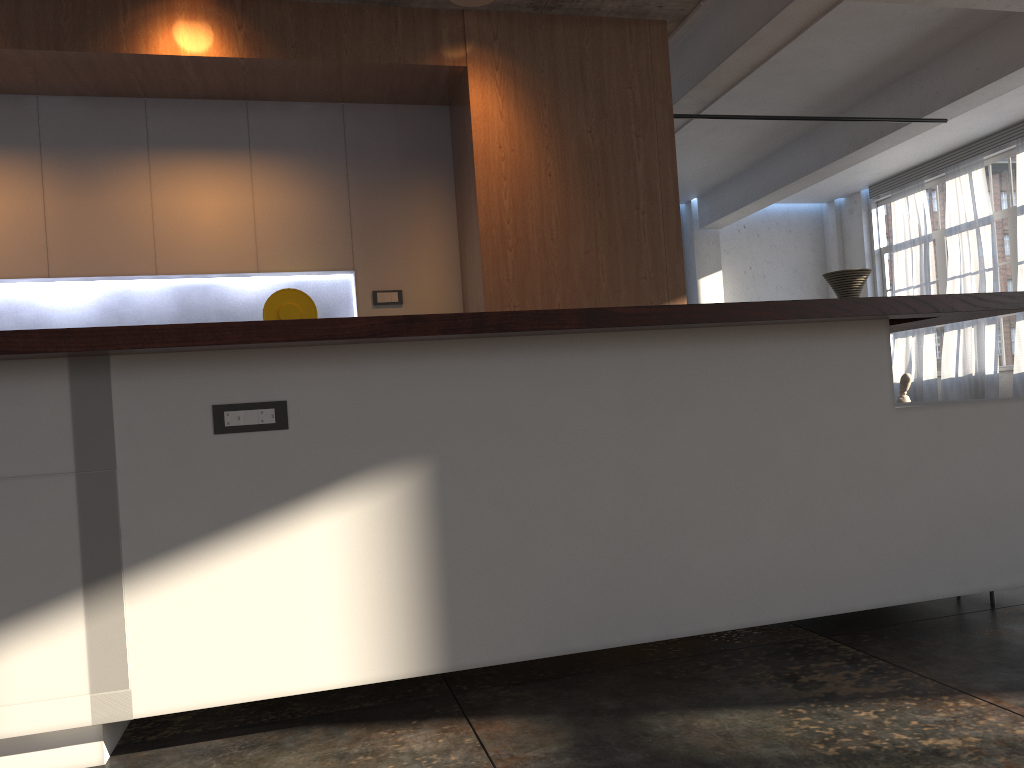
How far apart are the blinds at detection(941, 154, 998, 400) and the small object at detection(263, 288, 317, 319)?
10.3 meters

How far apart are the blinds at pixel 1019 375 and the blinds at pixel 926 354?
1.6m

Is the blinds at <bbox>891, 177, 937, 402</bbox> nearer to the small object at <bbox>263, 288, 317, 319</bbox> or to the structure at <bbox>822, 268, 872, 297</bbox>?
the structure at <bbox>822, 268, 872, 297</bbox>

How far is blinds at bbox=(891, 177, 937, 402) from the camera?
13.0 meters

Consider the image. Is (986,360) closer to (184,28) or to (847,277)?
(847,277)

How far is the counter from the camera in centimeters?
187cm

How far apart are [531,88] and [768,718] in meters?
3.4

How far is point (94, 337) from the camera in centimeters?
187cm

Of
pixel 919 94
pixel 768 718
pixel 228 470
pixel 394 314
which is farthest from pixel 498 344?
pixel 919 94

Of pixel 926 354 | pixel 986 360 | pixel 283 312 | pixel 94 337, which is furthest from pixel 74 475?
pixel 926 354
